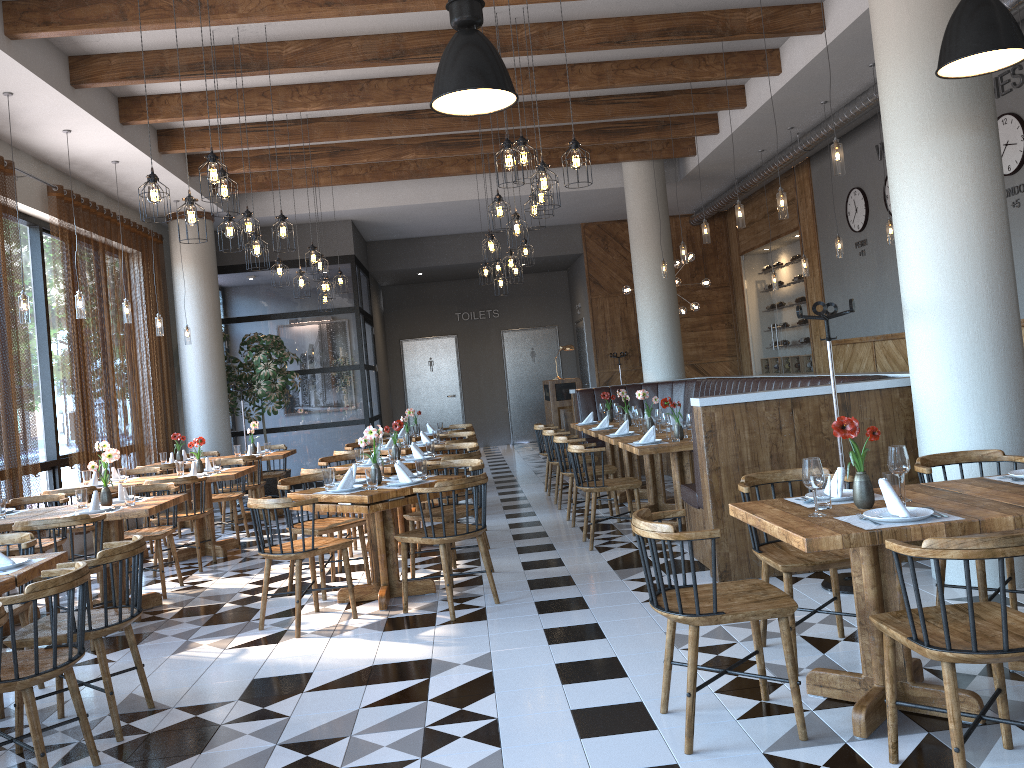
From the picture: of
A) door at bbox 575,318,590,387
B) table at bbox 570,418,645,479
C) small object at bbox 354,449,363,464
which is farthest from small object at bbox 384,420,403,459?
door at bbox 575,318,590,387

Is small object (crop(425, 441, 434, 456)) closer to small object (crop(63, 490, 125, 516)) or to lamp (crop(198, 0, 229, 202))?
small object (crop(63, 490, 125, 516))

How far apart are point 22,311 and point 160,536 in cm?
219

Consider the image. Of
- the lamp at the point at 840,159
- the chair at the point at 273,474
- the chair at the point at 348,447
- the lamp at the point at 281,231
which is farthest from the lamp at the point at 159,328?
the lamp at the point at 840,159

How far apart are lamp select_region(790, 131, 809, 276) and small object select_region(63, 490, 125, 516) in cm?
804

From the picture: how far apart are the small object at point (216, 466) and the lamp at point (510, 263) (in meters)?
3.61

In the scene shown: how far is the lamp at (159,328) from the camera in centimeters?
1029cm

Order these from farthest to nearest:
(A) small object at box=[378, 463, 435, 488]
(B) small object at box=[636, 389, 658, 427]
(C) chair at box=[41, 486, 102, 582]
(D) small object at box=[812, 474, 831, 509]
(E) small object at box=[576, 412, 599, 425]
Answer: (E) small object at box=[576, 412, 599, 425] → (B) small object at box=[636, 389, 658, 427] → (C) chair at box=[41, 486, 102, 582] → (A) small object at box=[378, 463, 435, 488] → (D) small object at box=[812, 474, 831, 509]

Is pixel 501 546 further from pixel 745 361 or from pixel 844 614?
pixel 745 361

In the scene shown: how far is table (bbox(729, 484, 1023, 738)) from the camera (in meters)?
3.01
